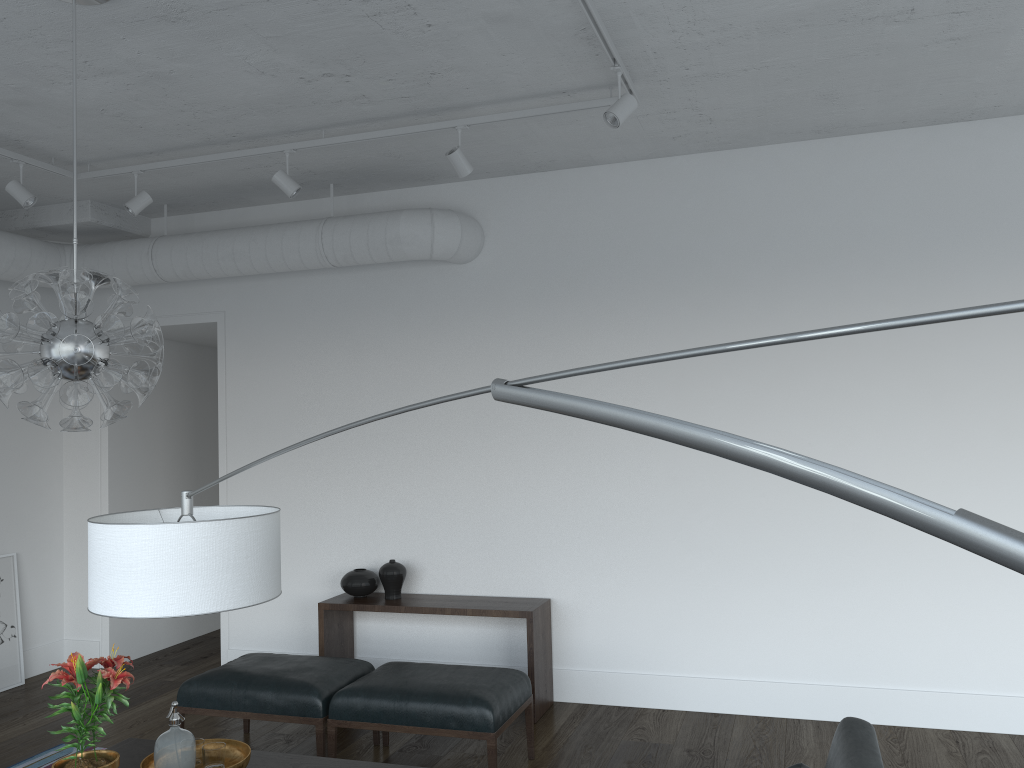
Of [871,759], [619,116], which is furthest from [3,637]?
[871,759]

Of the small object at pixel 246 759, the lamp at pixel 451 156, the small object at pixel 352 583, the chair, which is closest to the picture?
the small object at pixel 352 583

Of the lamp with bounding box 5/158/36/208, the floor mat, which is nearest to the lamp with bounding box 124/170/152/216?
the lamp with bounding box 5/158/36/208

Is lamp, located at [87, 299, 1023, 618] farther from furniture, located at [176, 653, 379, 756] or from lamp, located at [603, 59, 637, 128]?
lamp, located at [603, 59, 637, 128]

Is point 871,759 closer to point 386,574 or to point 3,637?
point 386,574

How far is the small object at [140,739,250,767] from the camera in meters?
3.2

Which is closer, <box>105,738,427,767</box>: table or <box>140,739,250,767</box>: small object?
<box>140,739,250,767</box>: small object

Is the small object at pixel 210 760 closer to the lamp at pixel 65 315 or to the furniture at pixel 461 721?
the furniture at pixel 461 721

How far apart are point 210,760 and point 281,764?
0.3m

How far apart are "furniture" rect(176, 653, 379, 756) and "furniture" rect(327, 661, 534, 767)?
0.0m
